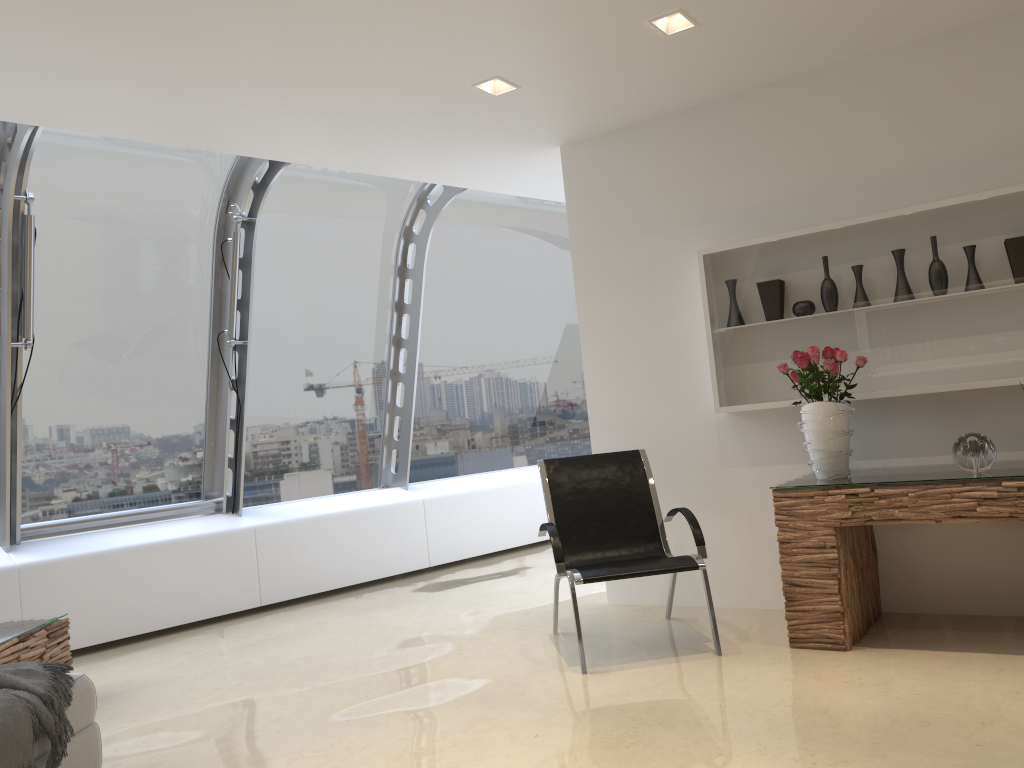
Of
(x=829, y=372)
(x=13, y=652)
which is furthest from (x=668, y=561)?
(x=13, y=652)

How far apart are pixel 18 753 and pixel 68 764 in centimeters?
41cm

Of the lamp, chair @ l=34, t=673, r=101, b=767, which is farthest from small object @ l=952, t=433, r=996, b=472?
chair @ l=34, t=673, r=101, b=767

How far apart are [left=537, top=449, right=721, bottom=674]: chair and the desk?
0.35m

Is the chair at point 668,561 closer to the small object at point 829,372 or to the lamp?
the small object at point 829,372

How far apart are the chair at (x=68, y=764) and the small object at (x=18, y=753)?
0.0 meters

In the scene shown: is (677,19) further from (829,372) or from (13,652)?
(13,652)

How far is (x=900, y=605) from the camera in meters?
4.6

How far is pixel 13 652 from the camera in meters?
4.1 m

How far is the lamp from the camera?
3.98m
